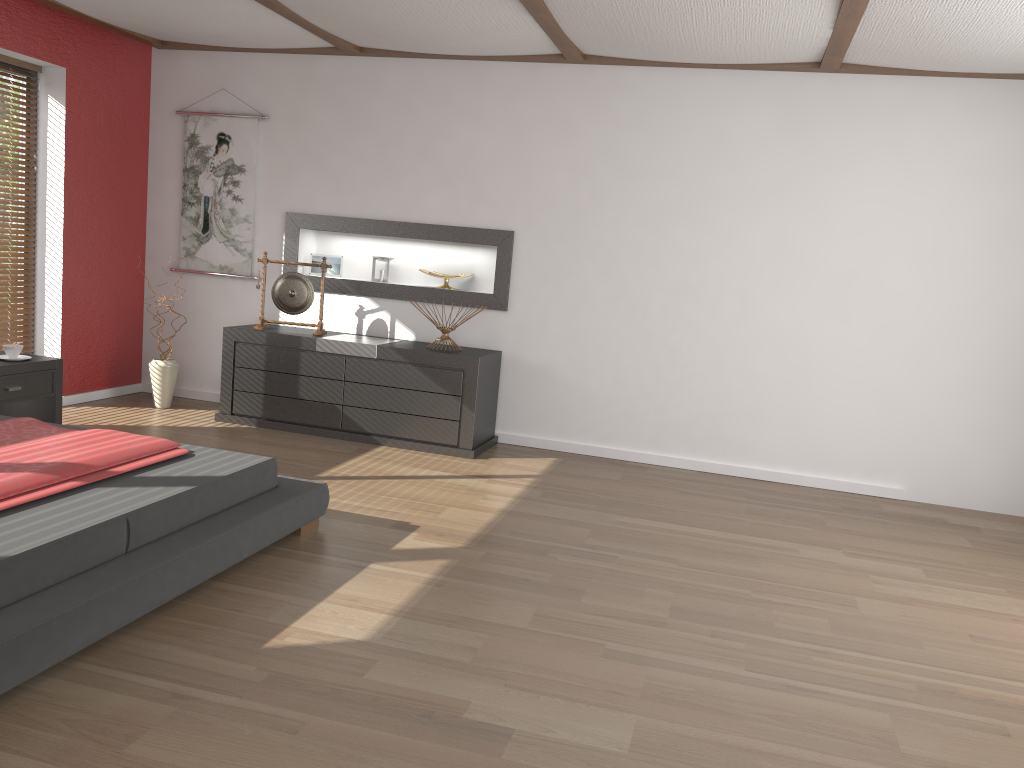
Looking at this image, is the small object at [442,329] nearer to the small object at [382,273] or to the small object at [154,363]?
the small object at [382,273]

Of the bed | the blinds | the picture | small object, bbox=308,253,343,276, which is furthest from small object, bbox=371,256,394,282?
the bed

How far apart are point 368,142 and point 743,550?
3.57m

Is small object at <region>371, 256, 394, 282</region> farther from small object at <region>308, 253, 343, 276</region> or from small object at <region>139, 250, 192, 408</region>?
small object at <region>139, 250, 192, 408</region>

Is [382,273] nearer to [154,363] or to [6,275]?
[154,363]

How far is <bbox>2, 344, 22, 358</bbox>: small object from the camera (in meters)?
4.72

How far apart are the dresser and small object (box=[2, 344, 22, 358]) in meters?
1.2 m

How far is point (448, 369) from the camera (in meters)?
5.28

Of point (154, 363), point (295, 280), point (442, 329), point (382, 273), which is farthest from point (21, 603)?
point (382, 273)

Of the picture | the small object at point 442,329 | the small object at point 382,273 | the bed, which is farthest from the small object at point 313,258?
the bed
